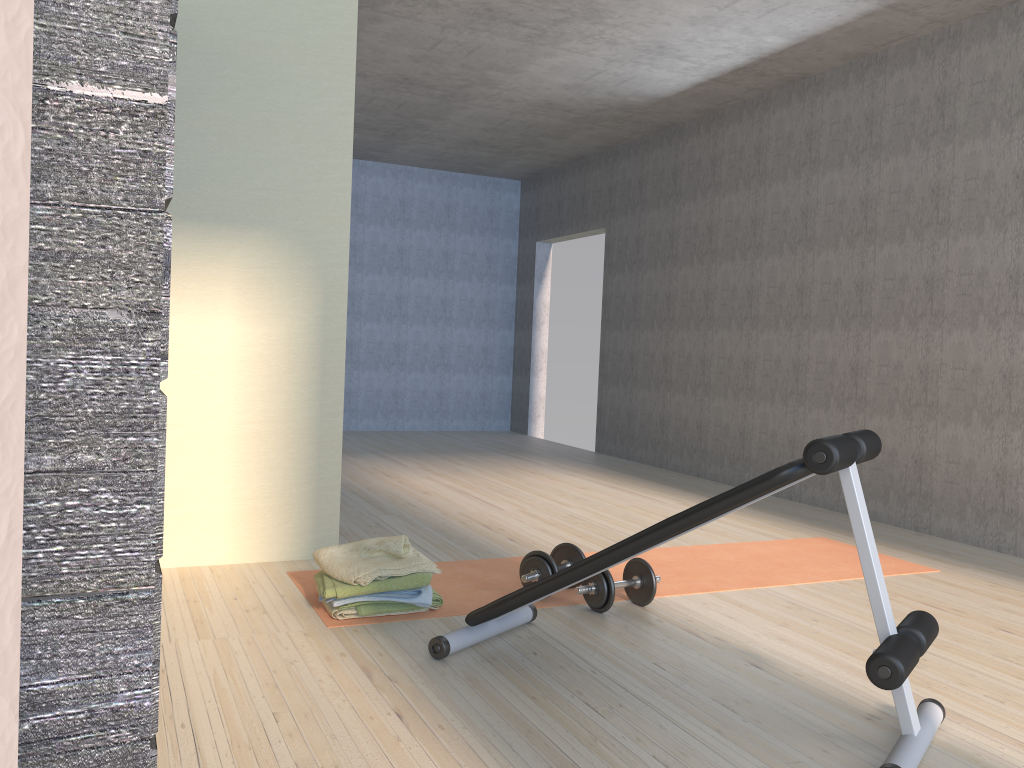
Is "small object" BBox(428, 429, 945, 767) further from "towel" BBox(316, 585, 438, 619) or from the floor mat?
"towel" BBox(316, 585, 438, 619)

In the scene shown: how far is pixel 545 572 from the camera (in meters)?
3.22

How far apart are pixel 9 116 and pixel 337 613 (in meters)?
2.91

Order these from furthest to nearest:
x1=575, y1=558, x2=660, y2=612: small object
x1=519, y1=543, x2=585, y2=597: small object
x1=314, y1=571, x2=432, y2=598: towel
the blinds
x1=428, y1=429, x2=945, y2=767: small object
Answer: x1=519, y1=543, x2=585, y2=597: small object < x1=575, y1=558, x2=660, y2=612: small object < x1=314, y1=571, x2=432, y2=598: towel < x1=428, y1=429, x2=945, y2=767: small object < the blinds

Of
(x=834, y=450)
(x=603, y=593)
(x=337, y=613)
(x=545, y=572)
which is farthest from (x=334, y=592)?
(x=834, y=450)

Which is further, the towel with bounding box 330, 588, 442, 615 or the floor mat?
the floor mat

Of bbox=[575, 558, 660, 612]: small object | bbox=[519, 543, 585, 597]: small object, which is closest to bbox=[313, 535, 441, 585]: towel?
bbox=[519, 543, 585, 597]: small object

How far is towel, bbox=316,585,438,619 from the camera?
2.9m

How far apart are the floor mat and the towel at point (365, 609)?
0.03m

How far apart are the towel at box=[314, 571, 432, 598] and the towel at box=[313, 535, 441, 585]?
0.0 meters
